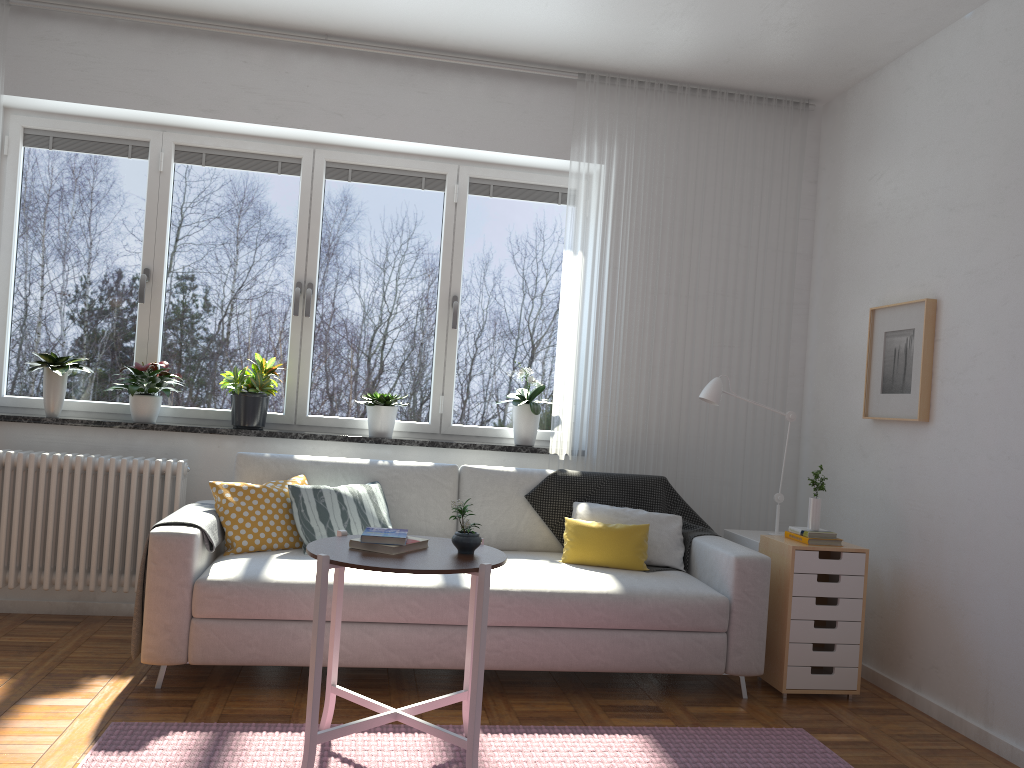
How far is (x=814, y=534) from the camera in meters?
3.8

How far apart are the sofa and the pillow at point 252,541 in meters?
0.0

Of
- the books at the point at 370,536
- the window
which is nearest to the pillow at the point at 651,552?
the window

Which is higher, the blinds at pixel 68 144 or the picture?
the blinds at pixel 68 144

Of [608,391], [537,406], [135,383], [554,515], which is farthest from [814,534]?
[135,383]

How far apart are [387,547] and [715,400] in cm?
210

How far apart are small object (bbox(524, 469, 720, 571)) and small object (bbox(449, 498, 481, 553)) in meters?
1.4

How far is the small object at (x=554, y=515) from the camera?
4.20m

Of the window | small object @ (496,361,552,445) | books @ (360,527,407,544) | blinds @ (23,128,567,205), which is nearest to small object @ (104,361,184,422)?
the window

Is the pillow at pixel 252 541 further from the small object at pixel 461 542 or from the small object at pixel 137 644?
the small object at pixel 461 542
